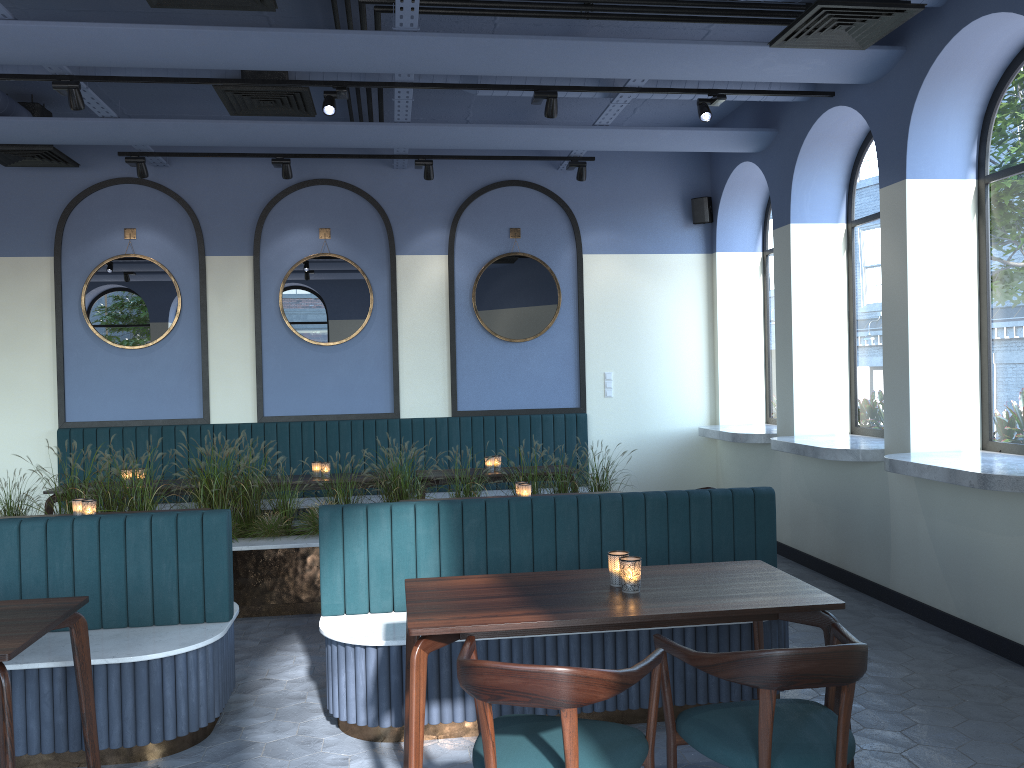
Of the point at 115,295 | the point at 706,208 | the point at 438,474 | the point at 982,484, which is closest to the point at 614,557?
the point at 982,484

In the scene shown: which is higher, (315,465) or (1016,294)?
(1016,294)

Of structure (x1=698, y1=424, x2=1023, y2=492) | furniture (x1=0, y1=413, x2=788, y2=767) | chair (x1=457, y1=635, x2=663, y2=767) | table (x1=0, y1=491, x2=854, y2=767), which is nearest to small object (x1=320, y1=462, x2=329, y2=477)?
furniture (x1=0, y1=413, x2=788, y2=767)

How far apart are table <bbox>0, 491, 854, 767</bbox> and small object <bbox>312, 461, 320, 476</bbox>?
3.8 meters

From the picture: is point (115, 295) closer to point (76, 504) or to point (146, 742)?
point (76, 504)

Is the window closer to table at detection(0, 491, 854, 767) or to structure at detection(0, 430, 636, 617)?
structure at detection(0, 430, 636, 617)

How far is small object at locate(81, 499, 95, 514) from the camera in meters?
5.0

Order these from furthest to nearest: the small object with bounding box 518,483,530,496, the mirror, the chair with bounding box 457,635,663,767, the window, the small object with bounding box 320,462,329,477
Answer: the mirror < the small object with bounding box 320,462,329,477 < the small object with bounding box 518,483,530,496 < the window < the chair with bounding box 457,635,663,767

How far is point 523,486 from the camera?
5.3 meters

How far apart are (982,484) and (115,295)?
7.01m
